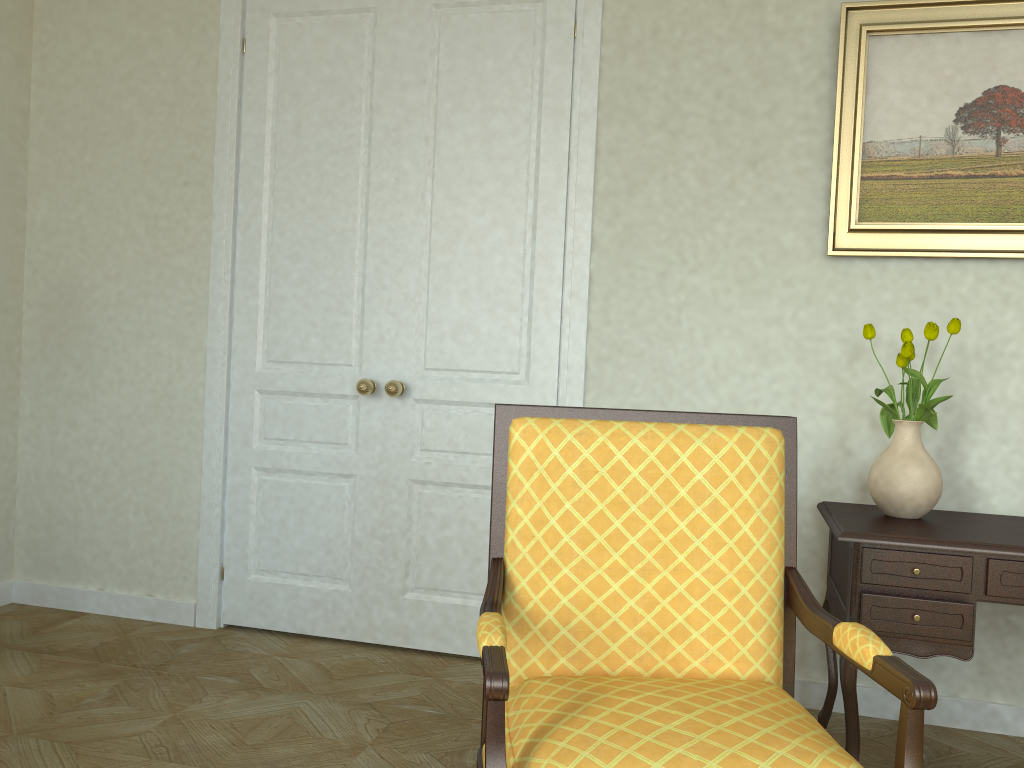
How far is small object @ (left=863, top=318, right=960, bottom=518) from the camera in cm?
262

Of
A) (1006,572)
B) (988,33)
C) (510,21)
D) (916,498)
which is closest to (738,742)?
(1006,572)

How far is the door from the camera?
3.45m

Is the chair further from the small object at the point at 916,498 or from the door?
the door

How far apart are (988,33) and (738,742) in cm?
266

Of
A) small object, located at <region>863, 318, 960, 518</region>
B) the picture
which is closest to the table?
small object, located at <region>863, 318, 960, 518</region>

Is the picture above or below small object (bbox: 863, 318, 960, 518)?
above

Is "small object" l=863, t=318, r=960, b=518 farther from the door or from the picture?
the door

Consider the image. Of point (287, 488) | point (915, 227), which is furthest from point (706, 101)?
point (287, 488)

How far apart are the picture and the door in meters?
1.0 m
